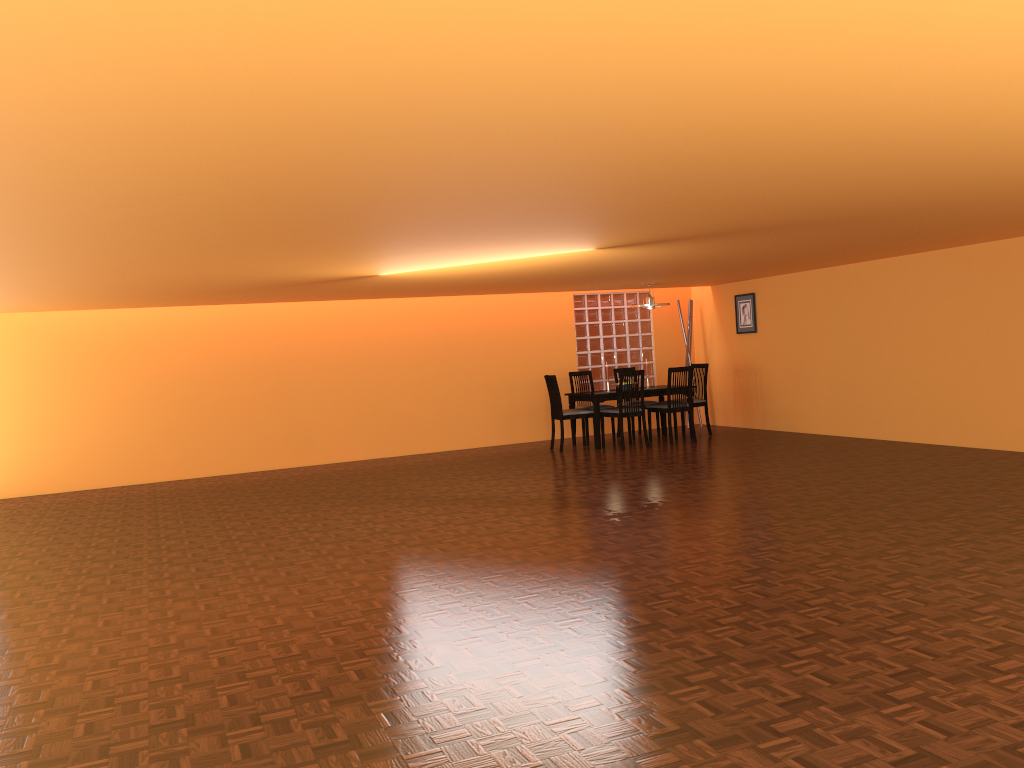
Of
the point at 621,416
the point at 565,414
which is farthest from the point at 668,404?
the point at 565,414

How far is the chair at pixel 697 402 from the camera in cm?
983

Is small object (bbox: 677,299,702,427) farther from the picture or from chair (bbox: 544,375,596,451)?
chair (bbox: 544,375,596,451)

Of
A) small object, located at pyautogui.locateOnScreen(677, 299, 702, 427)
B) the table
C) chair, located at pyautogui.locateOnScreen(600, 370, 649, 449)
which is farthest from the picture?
chair, located at pyautogui.locateOnScreen(600, 370, 649, 449)

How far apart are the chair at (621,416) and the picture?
1.95m

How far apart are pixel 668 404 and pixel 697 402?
0.7 meters

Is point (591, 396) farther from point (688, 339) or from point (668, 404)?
point (688, 339)

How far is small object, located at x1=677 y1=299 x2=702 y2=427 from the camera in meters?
10.8 m

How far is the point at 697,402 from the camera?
9.83m

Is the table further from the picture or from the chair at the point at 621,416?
the picture
